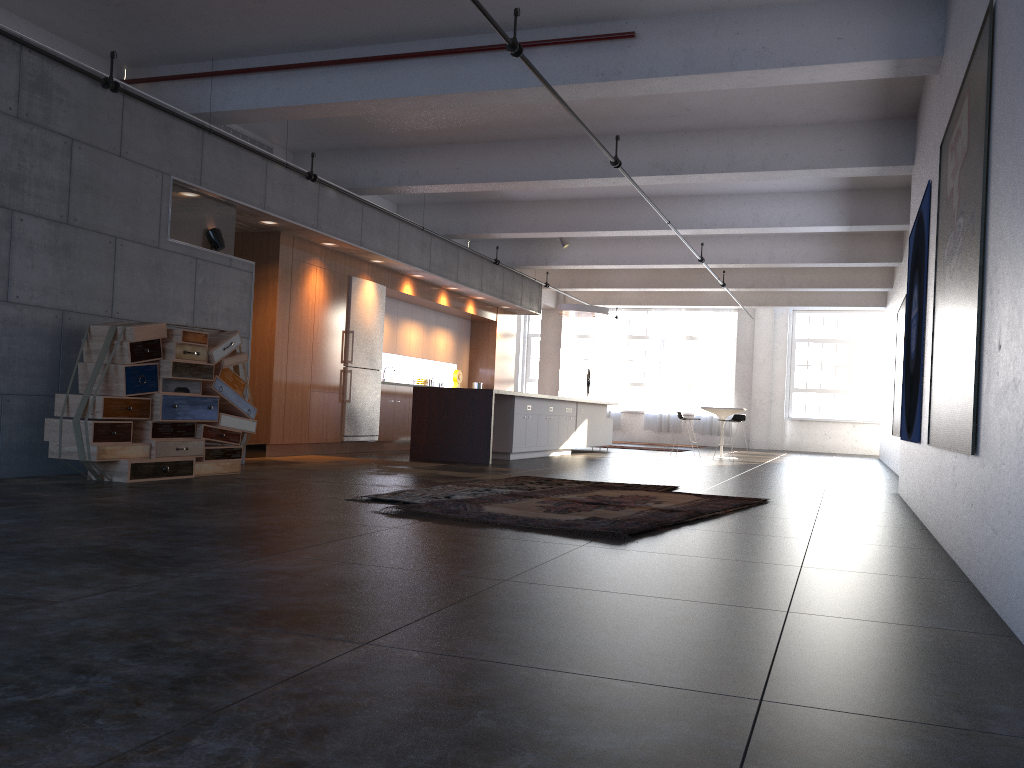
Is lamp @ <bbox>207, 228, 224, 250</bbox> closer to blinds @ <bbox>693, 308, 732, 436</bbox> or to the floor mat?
the floor mat

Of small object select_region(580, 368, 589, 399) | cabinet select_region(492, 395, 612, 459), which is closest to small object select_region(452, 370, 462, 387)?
cabinet select_region(492, 395, 612, 459)

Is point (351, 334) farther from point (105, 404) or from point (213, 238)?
point (105, 404)

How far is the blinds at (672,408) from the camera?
24.1m

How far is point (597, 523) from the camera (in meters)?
5.35

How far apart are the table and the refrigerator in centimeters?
666cm

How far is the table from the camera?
16.3 meters

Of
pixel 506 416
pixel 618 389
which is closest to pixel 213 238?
pixel 506 416

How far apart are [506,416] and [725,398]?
12.6 meters

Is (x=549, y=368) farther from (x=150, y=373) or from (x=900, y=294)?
(x=150, y=373)
